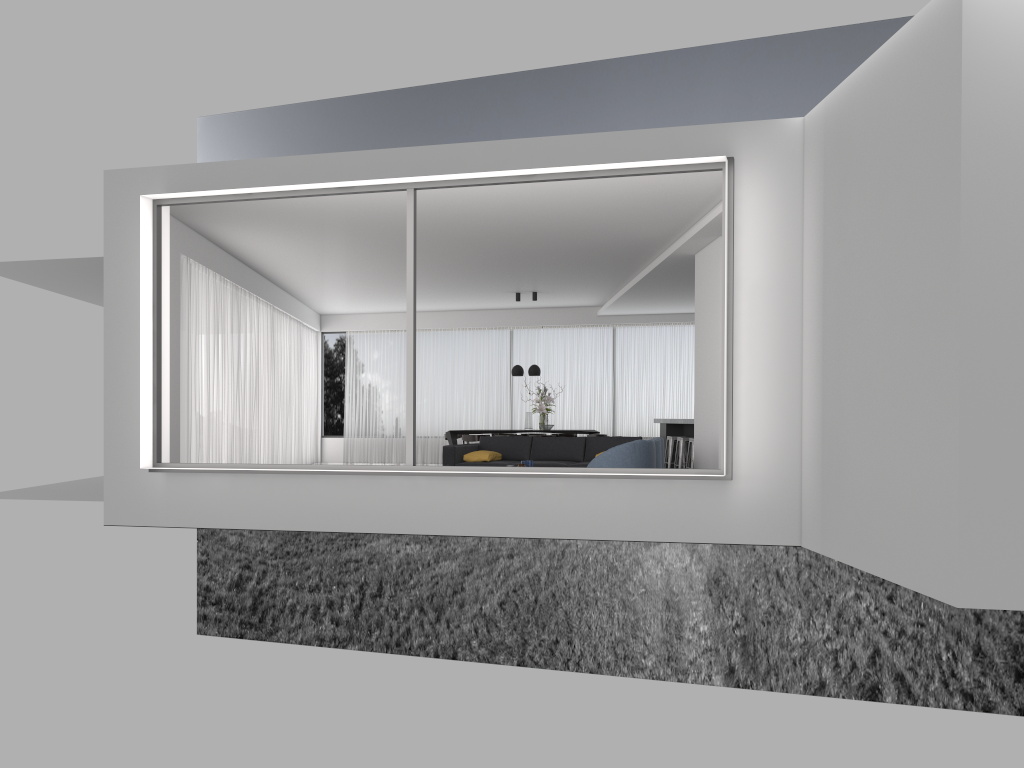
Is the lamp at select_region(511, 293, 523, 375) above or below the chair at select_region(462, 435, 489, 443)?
above

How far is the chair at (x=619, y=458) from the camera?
8.68m

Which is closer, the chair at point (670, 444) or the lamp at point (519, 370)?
the chair at point (670, 444)

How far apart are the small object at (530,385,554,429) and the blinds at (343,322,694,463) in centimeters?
194cm

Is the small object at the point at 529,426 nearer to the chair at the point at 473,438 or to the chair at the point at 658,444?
the chair at the point at 473,438

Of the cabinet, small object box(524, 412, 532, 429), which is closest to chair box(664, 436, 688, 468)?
the cabinet

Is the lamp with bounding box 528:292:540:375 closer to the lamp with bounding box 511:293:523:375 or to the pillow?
the lamp with bounding box 511:293:523:375

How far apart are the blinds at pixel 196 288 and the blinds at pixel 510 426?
0.7 meters

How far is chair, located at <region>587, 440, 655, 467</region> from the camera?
8.7m

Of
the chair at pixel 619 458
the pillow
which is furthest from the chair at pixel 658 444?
the pillow
